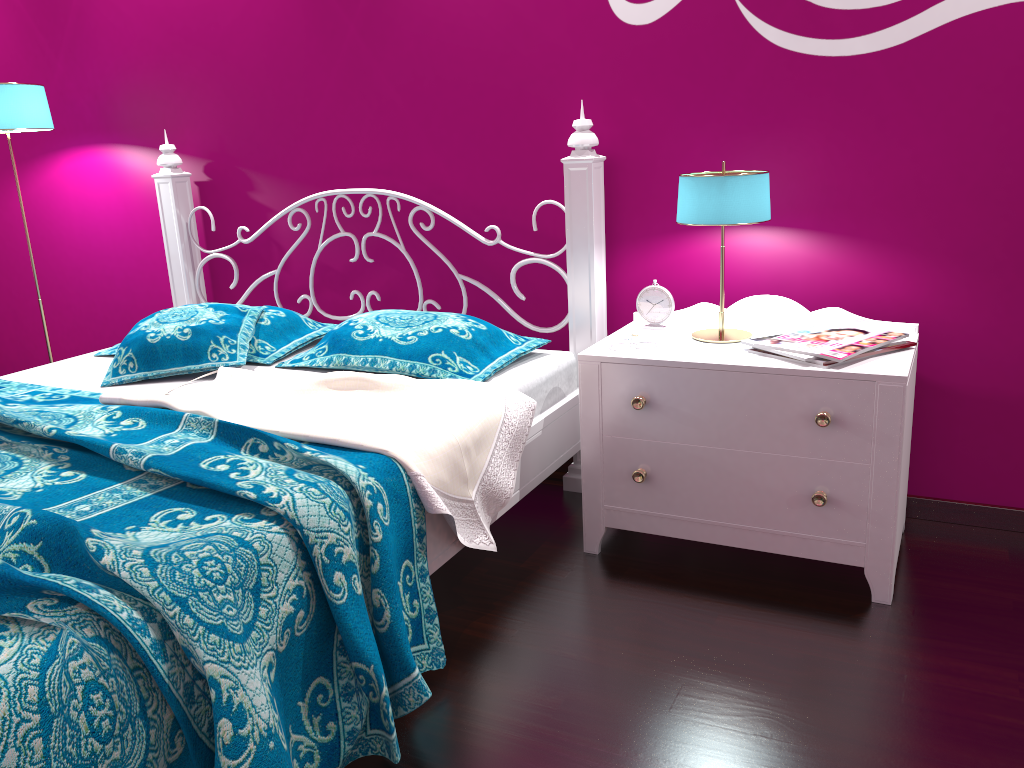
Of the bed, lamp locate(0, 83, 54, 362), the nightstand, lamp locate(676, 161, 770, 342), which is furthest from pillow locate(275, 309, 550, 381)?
lamp locate(0, 83, 54, 362)

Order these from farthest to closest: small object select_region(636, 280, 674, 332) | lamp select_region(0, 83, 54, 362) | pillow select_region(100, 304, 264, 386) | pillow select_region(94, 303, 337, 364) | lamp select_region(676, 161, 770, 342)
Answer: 1. lamp select_region(0, 83, 54, 362)
2. pillow select_region(94, 303, 337, 364)
3. pillow select_region(100, 304, 264, 386)
4. small object select_region(636, 280, 674, 332)
5. lamp select_region(676, 161, 770, 342)

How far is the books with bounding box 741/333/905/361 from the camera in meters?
1.9 m

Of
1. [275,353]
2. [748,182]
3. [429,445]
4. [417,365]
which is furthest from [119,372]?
[748,182]

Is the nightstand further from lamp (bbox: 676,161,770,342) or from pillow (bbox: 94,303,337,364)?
pillow (bbox: 94,303,337,364)

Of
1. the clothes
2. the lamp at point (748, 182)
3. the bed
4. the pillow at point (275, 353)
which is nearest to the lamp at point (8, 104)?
the bed

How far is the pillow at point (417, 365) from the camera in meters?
2.4 m

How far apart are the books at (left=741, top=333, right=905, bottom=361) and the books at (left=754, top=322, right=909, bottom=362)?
0.03m

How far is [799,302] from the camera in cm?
242

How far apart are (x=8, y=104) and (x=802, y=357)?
2.74m
